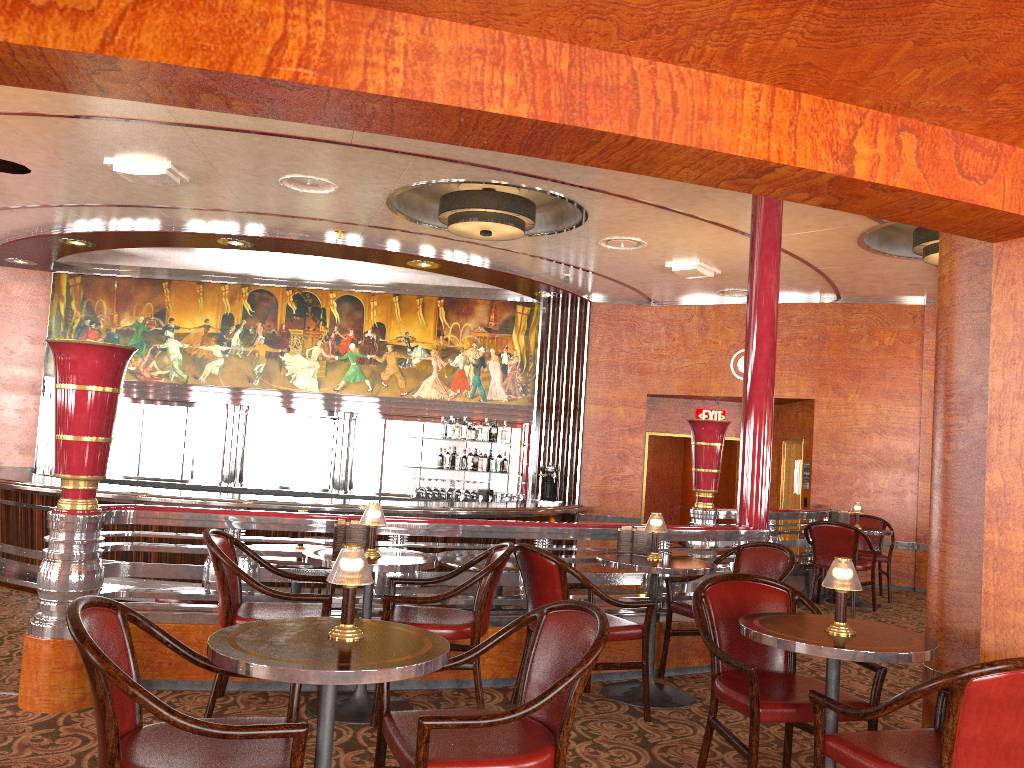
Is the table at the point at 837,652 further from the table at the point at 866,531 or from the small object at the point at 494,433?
the small object at the point at 494,433

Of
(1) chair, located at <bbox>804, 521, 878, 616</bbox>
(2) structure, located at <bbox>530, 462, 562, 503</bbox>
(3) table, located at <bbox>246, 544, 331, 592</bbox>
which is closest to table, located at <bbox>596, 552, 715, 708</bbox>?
(3) table, located at <bbox>246, 544, 331, 592</bbox>

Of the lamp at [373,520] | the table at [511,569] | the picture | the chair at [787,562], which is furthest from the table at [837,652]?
the picture

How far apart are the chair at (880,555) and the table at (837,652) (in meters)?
6.05

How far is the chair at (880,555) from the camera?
8.8 meters

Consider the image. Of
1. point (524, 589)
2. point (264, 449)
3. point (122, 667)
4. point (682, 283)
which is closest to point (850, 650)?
point (122, 667)

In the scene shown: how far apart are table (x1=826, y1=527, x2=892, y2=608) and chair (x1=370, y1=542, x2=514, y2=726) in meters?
5.1 m

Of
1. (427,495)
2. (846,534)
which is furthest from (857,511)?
(427,495)

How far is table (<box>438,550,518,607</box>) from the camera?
5.3 meters

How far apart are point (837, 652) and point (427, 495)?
8.52m
